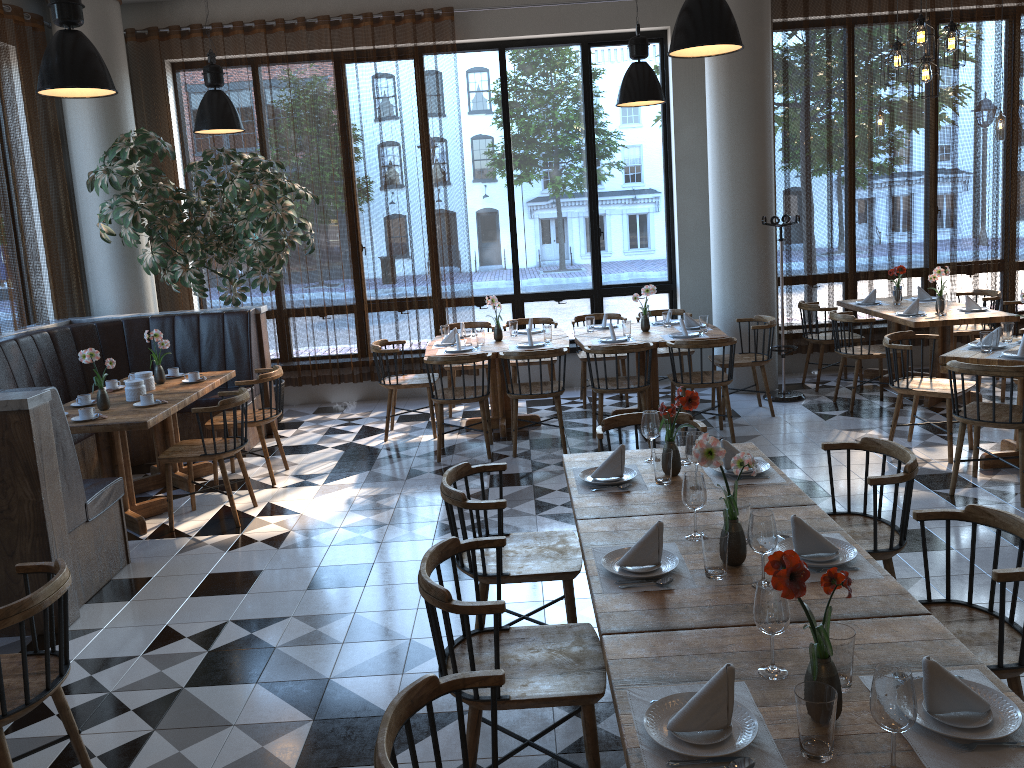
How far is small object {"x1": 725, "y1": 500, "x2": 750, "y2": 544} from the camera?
2.8 meters

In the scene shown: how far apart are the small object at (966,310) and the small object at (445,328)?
4.4m

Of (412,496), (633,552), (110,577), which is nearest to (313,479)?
(412,496)

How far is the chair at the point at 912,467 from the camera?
3.35m

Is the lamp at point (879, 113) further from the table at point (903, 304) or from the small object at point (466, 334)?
the small object at point (466, 334)

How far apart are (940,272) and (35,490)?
6.8 meters

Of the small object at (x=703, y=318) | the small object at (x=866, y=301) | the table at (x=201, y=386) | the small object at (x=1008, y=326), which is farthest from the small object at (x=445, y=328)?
the small object at (x=1008, y=326)

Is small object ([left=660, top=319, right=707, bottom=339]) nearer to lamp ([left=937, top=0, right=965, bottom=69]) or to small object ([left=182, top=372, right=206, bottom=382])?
lamp ([left=937, top=0, right=965, bottom=69])

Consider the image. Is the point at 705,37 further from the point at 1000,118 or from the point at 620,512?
the point at 1000,118

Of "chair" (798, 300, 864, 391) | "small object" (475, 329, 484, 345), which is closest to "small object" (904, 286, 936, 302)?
"chair" (798, 300, 864, 391)
